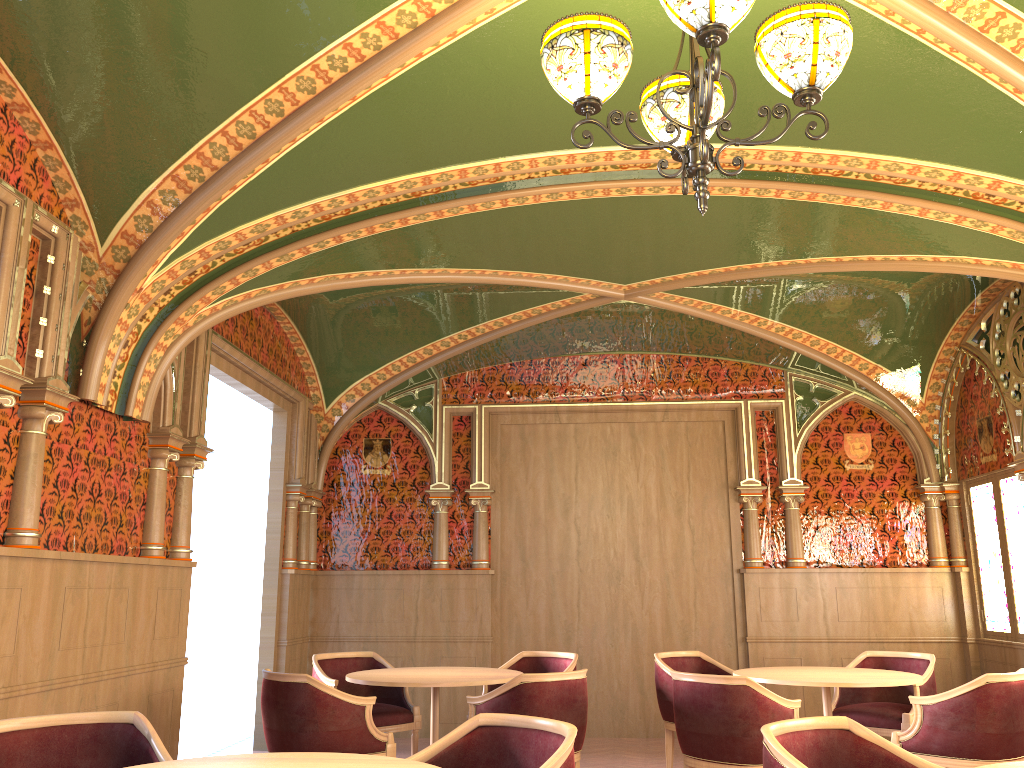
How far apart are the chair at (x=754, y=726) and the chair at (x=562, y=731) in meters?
1.9 m

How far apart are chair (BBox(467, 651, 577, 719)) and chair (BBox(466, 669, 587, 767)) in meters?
1.2 m

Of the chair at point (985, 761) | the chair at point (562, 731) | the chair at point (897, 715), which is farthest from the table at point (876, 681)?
the chair at point (562, 731)

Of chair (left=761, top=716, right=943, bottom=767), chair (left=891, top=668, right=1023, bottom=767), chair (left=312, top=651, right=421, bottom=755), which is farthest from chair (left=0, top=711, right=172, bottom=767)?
chair (left=891, top=668, right=1023, bottom=767)

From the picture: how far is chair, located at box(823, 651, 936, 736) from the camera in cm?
586

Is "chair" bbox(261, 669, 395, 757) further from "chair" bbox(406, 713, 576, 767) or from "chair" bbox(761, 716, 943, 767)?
"chair" bbox(761, 716, 943, 767)

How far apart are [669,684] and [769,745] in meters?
3.5 m

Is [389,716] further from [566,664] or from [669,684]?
[669,684]

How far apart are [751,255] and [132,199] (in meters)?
3.89

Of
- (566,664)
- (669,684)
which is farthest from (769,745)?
(566,664)
